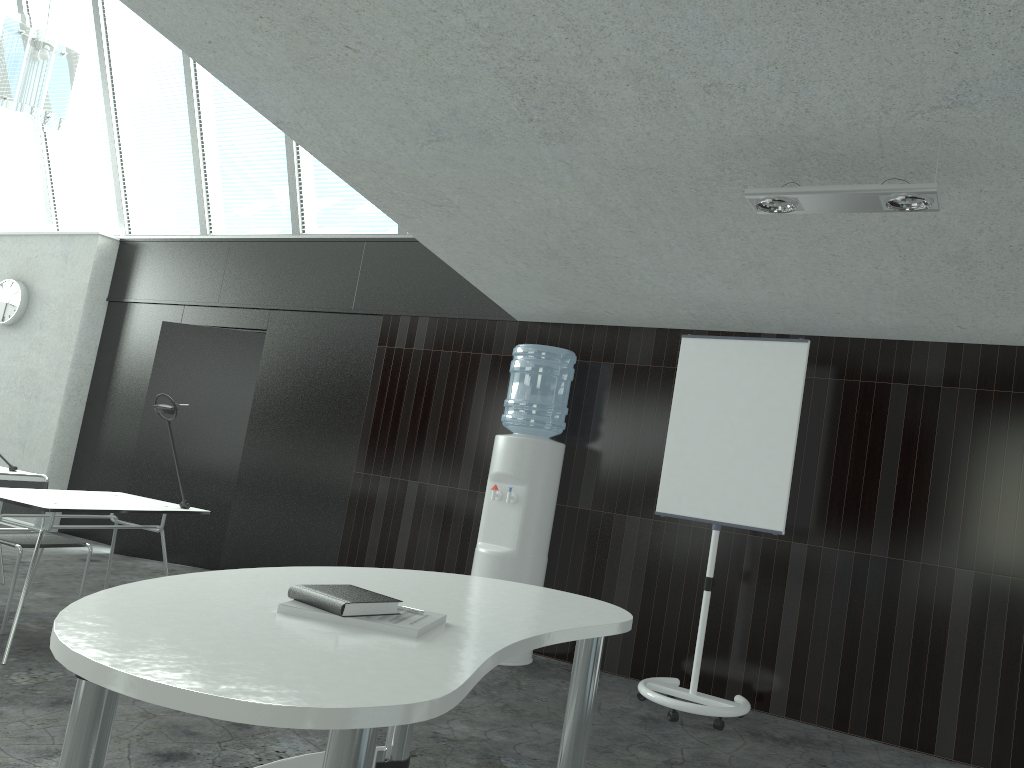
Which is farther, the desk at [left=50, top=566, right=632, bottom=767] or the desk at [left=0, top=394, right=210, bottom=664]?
the desk at [left=0, top=394, right=210, bottom=664]

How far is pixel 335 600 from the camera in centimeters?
177cm

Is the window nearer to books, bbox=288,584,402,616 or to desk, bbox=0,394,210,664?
desk, bbox=0,394,210,664

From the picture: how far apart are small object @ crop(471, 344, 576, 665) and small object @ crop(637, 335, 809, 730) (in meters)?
0.66

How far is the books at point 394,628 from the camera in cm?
174

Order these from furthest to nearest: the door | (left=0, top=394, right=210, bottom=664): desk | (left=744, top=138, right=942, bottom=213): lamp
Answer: the door → (left=0, top=394, right=210, bottom=664): desk → (left=744, top=138, right=942, bottom=213): lamp

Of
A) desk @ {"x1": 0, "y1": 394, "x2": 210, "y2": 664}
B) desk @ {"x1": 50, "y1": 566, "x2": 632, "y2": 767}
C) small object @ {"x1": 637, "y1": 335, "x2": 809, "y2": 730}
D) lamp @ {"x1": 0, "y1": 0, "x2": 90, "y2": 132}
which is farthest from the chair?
small object @ {"x1": 637, "y1": 335, "x2": 809, "y2": 730}

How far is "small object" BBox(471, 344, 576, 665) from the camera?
4.91m

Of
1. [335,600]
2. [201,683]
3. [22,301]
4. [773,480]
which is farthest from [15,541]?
[22,301]

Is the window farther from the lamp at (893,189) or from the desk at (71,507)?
the lamp at (893,189)
